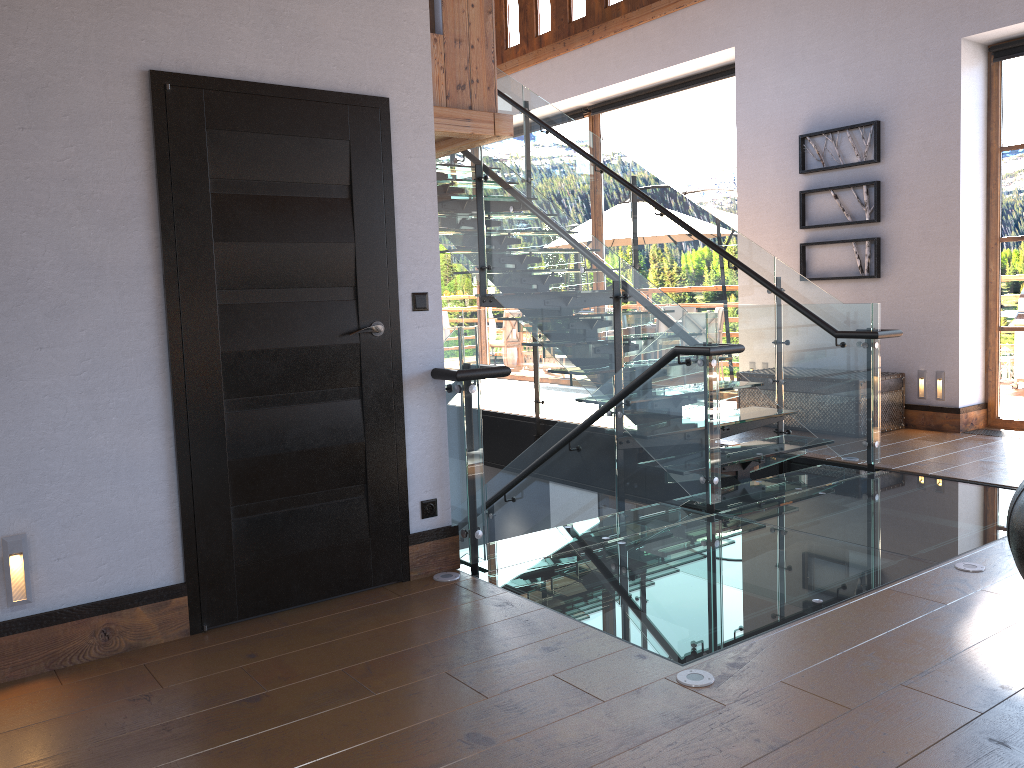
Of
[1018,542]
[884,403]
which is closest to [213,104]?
[1018,542]

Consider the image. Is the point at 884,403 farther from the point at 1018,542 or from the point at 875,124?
the point at 1018,542

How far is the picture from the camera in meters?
7.3

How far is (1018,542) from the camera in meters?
2.0 m

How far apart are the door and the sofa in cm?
239

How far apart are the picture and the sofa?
5.8m

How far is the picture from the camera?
7.33m

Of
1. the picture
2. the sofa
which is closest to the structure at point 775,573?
the sofa

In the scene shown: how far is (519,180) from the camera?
6.1m

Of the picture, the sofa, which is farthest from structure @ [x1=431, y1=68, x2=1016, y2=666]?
the picture
